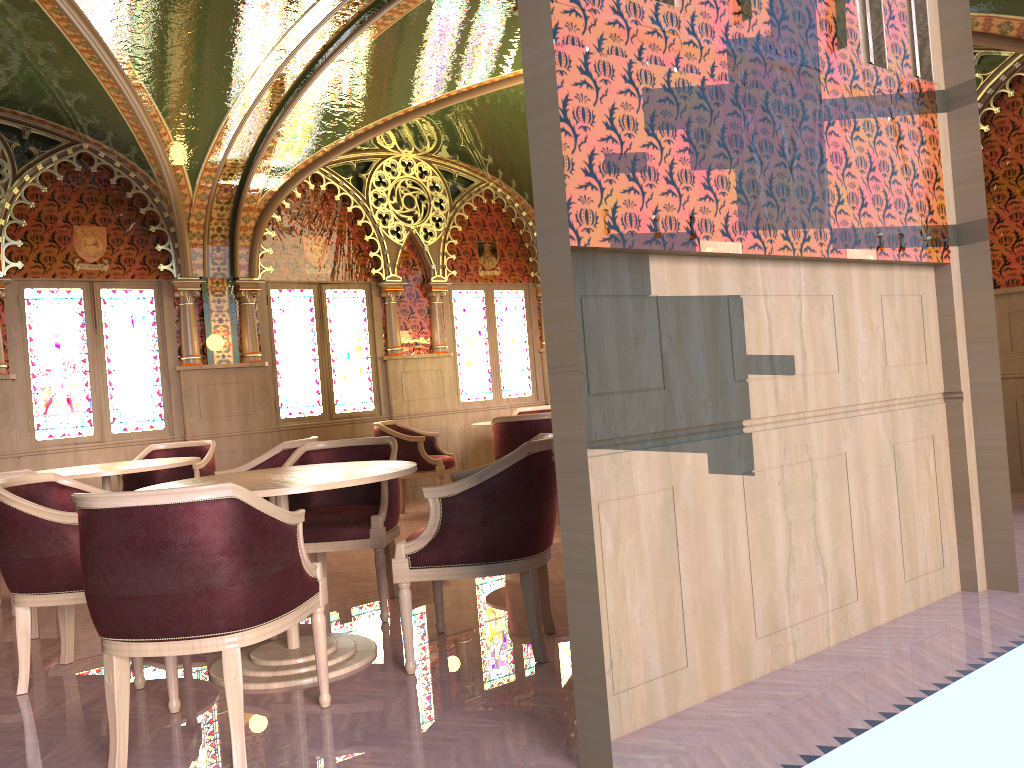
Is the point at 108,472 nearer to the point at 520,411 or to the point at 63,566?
the point at 63,566

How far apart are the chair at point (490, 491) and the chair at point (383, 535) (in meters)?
0.38

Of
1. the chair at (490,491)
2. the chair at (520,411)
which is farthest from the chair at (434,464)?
the chair at (490,491)

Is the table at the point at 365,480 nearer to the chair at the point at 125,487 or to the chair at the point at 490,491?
the chair at the point at 490,491

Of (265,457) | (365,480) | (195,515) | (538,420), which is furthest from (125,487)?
(195,515)

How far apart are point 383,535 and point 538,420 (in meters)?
2.59

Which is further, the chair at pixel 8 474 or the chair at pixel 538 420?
the chair at pixel 538 420

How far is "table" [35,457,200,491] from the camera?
5.1 meters

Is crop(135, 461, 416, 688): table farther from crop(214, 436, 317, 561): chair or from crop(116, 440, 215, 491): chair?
crop(116, 440, 215, 491): chair

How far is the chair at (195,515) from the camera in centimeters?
255cm
